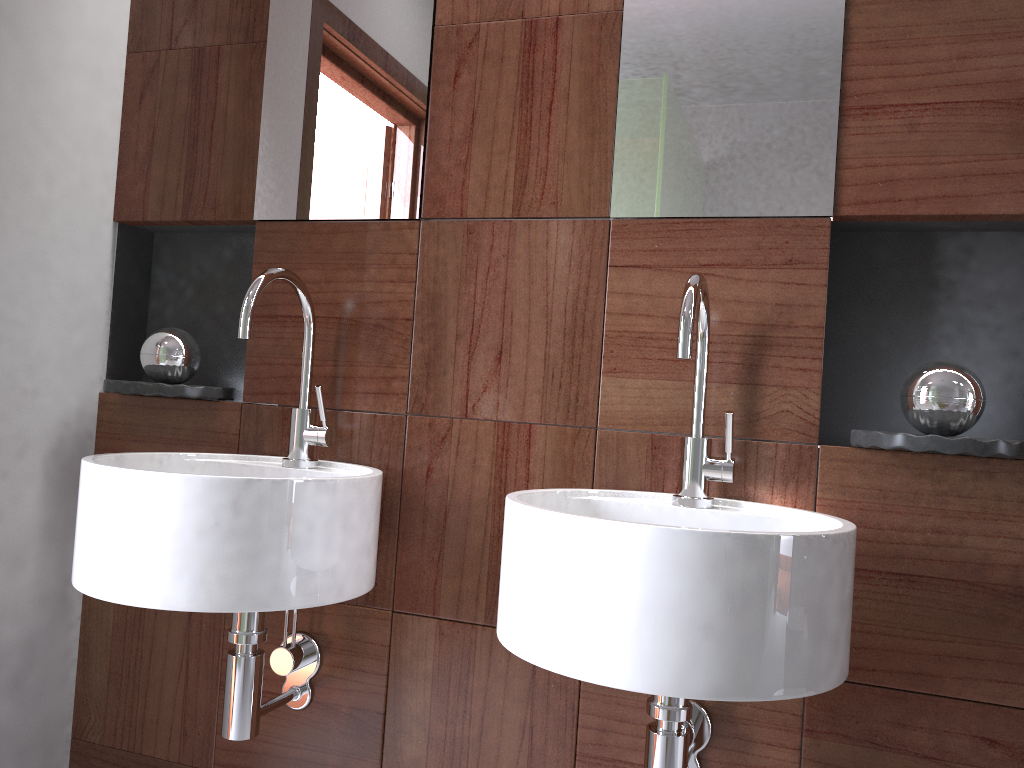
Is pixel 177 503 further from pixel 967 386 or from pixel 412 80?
pixel 967 386

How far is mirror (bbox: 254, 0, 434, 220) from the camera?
1.5m

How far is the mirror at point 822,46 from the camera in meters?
1.2

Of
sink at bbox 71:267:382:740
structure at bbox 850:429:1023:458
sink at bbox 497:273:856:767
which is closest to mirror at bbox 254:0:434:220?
sink at bbox 71:267:382:740

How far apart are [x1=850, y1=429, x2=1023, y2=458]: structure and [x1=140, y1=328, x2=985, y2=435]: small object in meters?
0.1 m

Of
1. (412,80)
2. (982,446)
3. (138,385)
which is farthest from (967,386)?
(138,385)

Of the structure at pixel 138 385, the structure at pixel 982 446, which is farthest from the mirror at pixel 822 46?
the structure at pixel 138 385

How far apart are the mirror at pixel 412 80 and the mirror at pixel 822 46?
0.33m

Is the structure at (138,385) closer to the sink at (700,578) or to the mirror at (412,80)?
the mirror at (412,80)

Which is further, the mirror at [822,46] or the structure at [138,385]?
the structure at [138,385]
